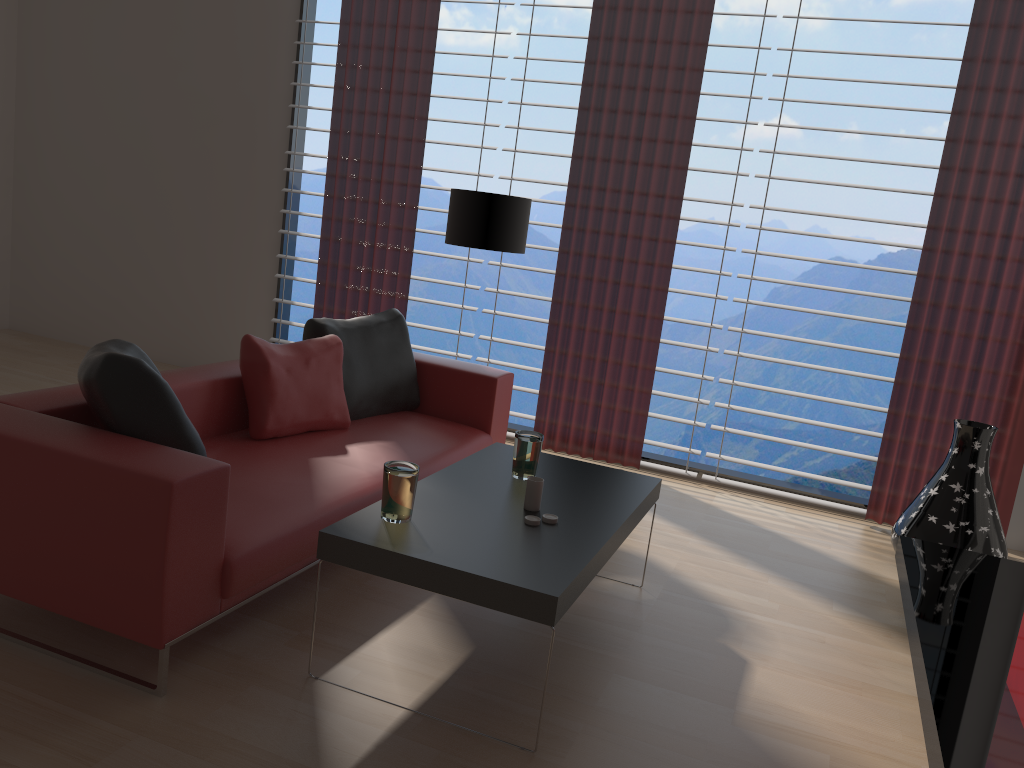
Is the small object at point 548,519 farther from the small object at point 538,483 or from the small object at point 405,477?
the small object at point 405,477

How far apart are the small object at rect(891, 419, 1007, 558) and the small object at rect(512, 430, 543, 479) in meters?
2.6 m

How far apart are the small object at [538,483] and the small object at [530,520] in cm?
14

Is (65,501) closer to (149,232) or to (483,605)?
(483,605)

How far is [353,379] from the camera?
5.2 meters

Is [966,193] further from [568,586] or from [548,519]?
[568,586]

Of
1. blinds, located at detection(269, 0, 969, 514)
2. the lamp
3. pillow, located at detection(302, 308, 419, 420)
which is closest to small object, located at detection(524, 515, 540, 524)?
pillow, located at detection(302, 308, 419, 420)

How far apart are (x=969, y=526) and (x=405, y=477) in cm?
363

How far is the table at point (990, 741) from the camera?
2.9m

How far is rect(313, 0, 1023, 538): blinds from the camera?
5.74m
